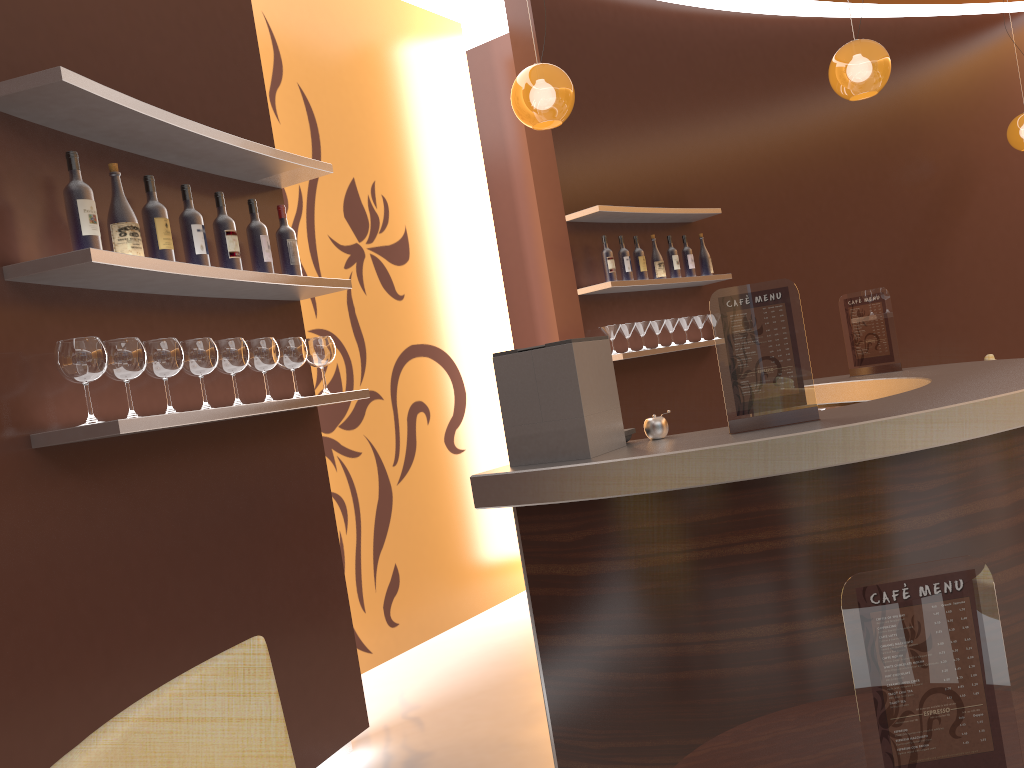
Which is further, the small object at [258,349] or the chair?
the small object at [258,349]

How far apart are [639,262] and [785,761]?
4.3m

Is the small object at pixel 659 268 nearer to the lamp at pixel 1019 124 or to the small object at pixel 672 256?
the small object at pixel 672 256

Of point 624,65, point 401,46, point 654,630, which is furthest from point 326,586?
point 624,65

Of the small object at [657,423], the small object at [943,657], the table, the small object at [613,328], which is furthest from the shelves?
the small object at [943,657]

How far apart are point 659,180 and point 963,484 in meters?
3.9 m

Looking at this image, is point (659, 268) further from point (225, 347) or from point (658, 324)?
point (225, 347)

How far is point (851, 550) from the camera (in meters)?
2.33

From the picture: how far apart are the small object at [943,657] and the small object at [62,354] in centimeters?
184cm

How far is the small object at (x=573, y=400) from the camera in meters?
2.5
